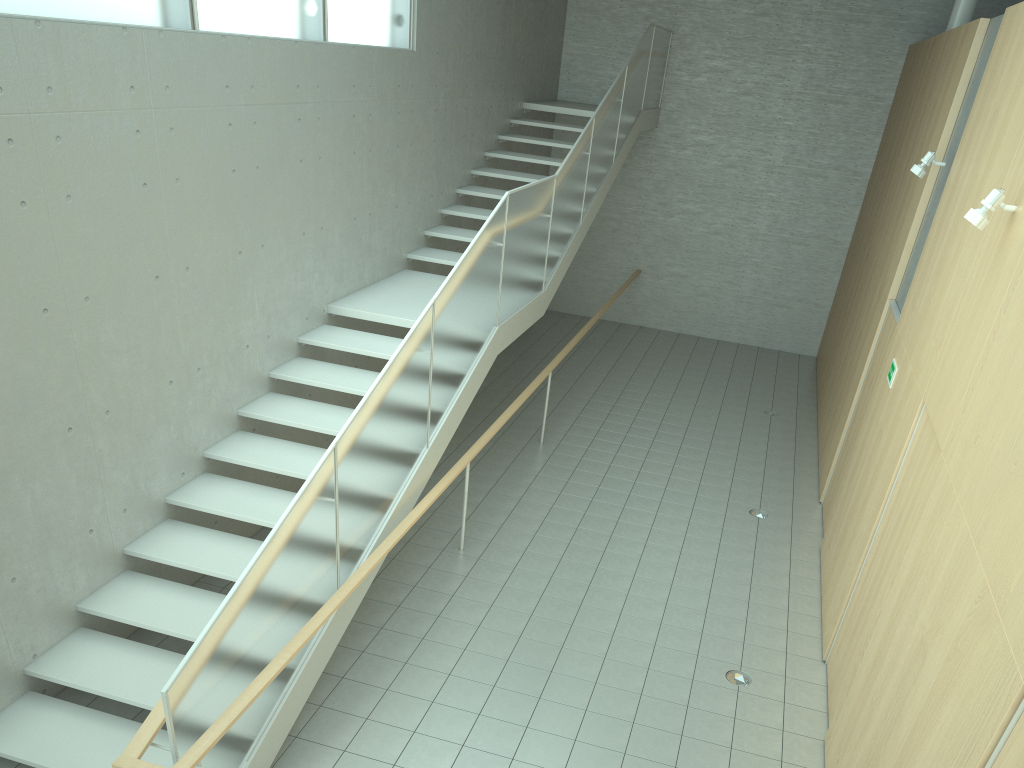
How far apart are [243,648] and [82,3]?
3.6 meters

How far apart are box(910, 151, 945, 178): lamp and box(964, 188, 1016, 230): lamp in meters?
2.9 m

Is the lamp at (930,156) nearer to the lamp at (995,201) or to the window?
the lamp at (995,201)

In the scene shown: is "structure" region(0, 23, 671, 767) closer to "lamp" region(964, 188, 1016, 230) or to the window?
the window

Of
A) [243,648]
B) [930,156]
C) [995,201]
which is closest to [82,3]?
[243,648]

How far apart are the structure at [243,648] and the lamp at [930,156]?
3.3 meters

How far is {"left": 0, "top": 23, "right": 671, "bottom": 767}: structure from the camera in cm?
408

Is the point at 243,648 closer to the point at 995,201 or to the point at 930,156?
the point at 995,201

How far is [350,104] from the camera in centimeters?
784cm

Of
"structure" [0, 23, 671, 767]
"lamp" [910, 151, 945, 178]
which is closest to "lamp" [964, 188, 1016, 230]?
"lamp" [910, 151, 945, 178]
